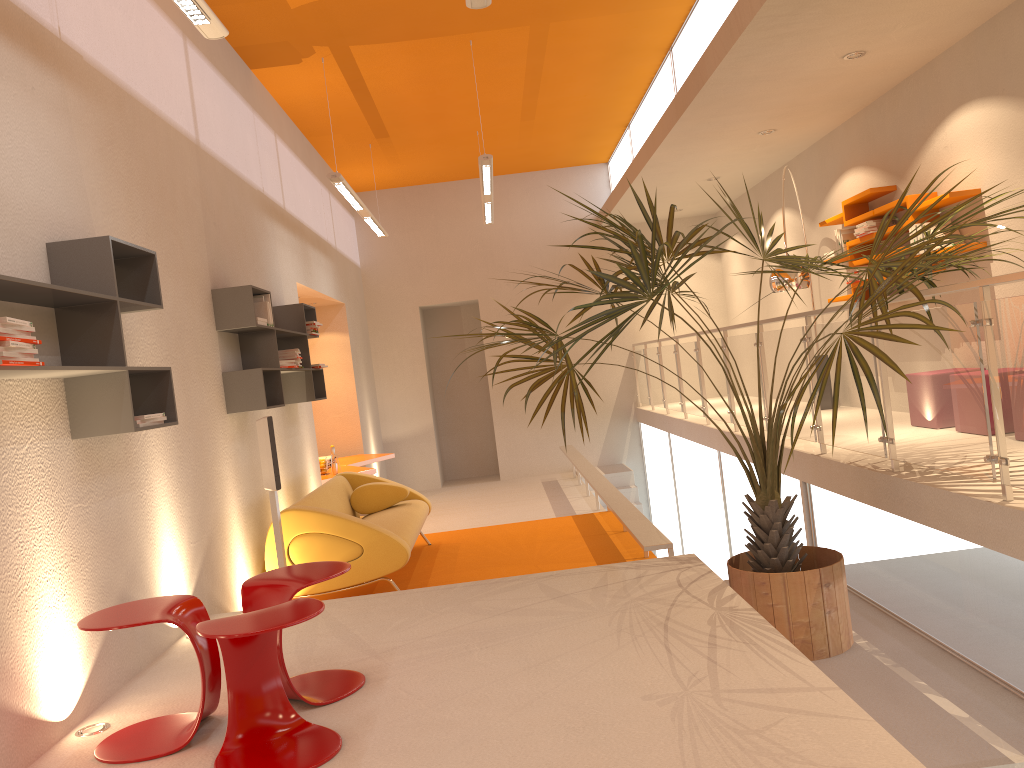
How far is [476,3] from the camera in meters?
4.1 m

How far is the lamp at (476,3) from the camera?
4.1m

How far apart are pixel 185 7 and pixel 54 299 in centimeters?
140cm

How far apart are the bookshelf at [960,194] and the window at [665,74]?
2.4m

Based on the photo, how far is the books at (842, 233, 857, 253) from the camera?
7.73m

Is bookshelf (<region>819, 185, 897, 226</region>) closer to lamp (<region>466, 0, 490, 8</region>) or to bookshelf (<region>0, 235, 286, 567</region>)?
lamp (<region>466, 0, 490, 8</region>)

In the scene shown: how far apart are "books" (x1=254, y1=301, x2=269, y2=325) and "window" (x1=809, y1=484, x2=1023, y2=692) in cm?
379

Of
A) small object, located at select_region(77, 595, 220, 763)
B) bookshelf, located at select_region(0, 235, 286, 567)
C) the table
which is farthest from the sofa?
small object, located at select_region(77, 595, 220, 763)

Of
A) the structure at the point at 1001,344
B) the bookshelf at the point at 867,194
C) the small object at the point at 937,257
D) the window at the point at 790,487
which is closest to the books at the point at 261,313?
→ the small object at the point at 937,257

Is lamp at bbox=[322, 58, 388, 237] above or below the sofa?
above
